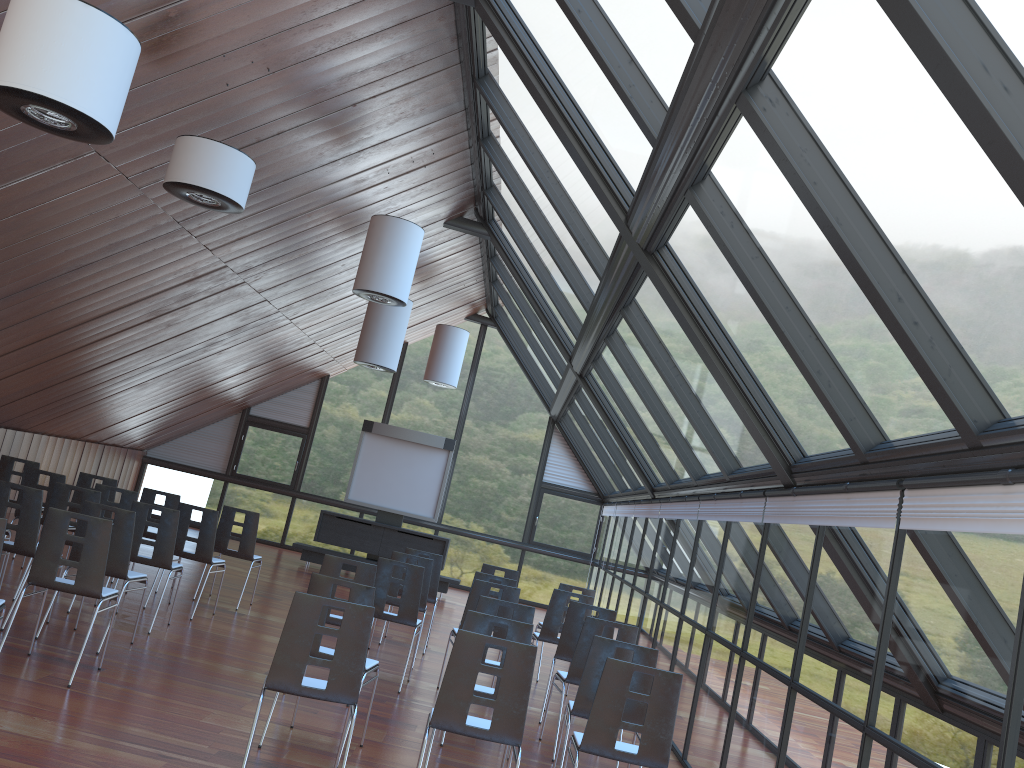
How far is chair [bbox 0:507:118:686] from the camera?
6.5m

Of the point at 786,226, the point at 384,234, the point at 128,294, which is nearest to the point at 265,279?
the point at 128,294

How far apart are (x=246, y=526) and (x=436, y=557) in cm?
240

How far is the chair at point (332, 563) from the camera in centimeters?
767cm

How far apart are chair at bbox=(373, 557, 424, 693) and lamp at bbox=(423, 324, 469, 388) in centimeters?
849cm

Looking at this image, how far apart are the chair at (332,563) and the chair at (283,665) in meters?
2.3 m

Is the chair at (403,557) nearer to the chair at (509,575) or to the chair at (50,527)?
the chair at (509,575)

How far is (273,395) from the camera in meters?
19.9 m

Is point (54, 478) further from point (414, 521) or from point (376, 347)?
point (414, 521)

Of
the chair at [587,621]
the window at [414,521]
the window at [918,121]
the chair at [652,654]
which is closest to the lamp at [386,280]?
the window at [918,121]
